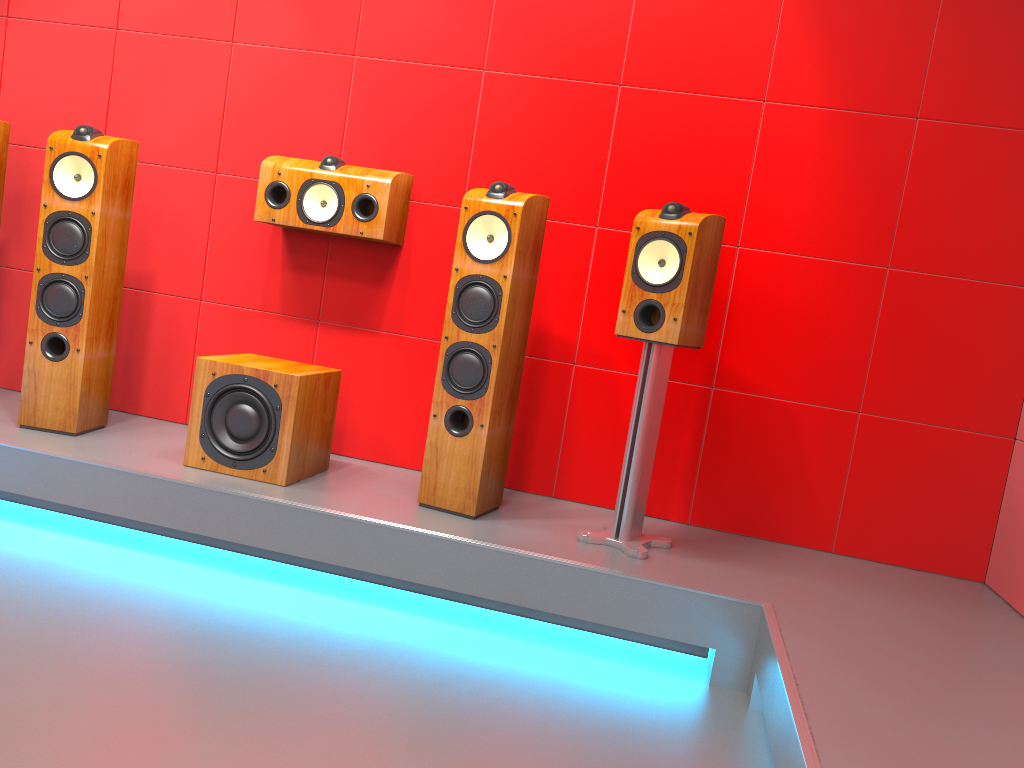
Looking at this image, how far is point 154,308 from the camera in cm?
354

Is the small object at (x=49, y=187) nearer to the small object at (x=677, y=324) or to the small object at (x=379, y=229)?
the small object at (x=379, y=229)

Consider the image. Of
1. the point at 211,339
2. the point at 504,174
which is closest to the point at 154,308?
the point at 211,339

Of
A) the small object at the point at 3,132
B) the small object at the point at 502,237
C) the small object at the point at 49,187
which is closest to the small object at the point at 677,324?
the small object at the point at 502,237

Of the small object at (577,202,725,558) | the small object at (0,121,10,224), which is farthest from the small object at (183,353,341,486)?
the small object at (0,121,10,224)

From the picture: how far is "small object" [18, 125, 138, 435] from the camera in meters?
3.0 m

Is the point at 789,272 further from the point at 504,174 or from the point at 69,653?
the point at 69,653

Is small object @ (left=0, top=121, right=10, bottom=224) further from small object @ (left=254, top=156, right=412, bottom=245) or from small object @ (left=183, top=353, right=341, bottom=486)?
small object @ (left=183, top=353, right=341, bottom=486)

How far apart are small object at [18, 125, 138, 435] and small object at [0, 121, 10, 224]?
0.3m

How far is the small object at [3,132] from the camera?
3.2m
